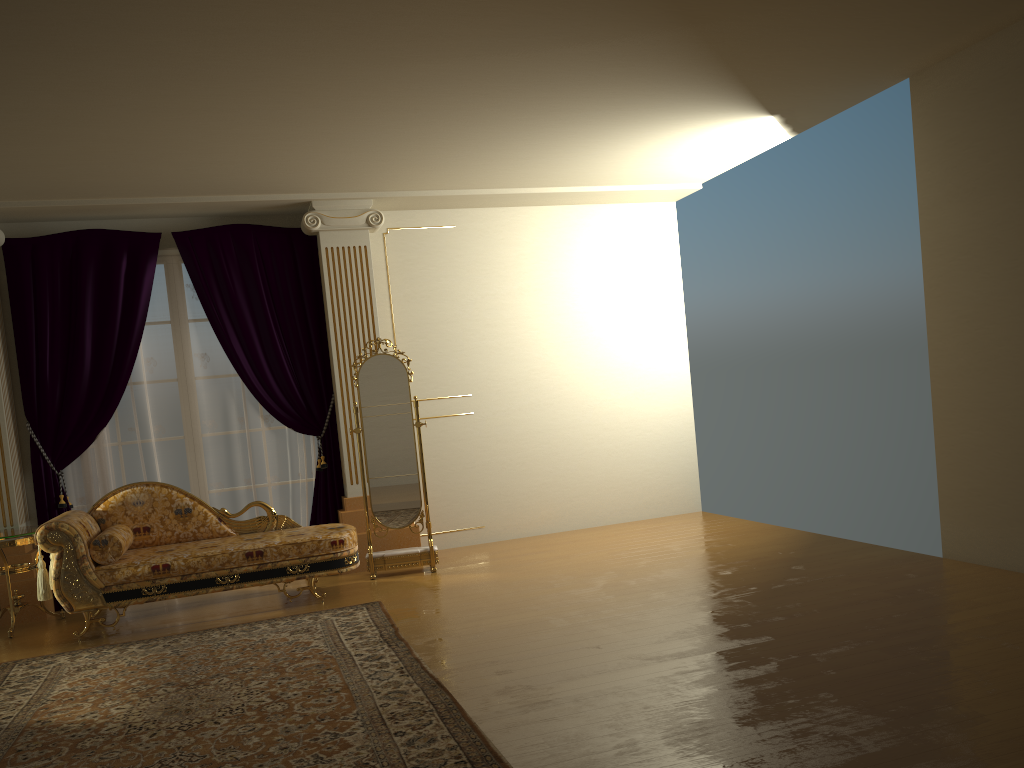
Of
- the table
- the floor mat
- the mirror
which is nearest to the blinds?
the table

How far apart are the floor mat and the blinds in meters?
1.5 m

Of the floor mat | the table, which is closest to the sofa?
the table

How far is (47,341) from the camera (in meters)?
6.15

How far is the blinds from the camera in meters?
6.2

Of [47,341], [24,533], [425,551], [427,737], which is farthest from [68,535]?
[427,737]

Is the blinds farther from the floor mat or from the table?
the floor mat

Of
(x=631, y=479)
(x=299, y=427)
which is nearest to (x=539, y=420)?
(x=631, y=479)

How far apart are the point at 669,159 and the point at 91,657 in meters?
4.9

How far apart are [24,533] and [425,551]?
2.5m
